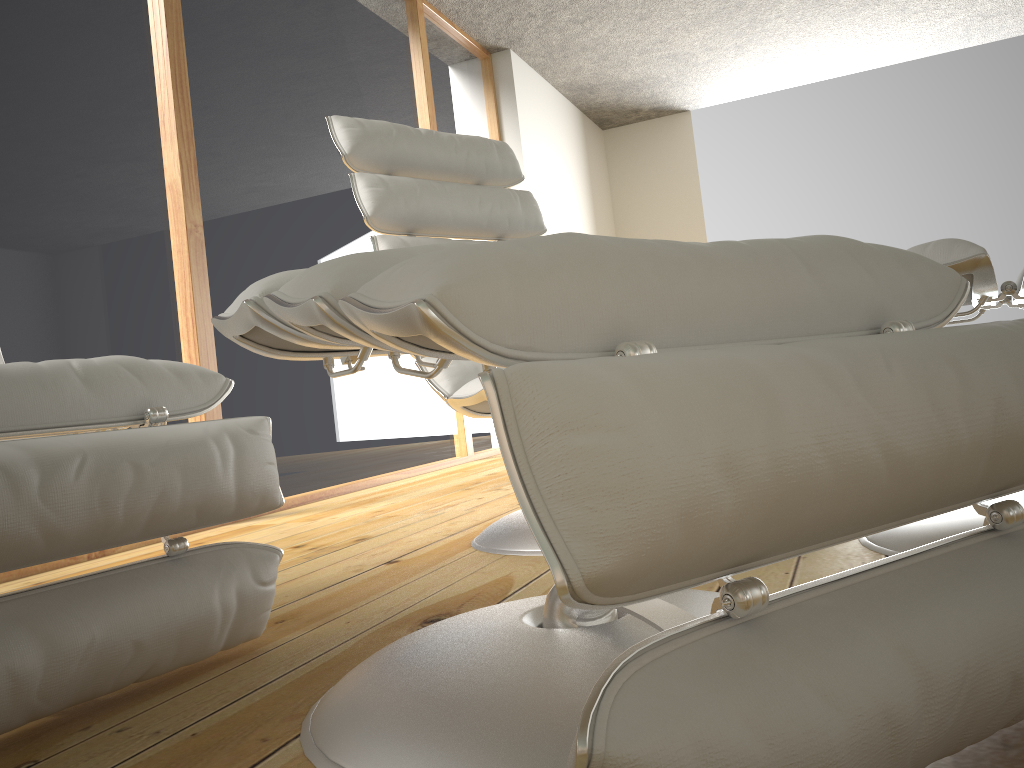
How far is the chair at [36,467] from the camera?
0.87m

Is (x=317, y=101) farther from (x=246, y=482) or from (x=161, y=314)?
(x=246, y=482)

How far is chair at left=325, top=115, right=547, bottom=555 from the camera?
1.8m

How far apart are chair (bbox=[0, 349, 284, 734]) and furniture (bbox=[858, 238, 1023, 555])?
0.86m

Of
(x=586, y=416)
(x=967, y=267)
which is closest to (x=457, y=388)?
(x=967, y=267)

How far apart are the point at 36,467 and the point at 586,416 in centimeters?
67cm

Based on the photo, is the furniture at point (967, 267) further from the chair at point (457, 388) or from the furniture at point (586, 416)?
the chair at point (457, 388)

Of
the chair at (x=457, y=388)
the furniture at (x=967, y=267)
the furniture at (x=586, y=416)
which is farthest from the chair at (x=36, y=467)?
the furniture at (x=967, y=267)

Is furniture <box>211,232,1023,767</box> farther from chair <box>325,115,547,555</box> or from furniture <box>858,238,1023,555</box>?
chair <box>325,115,547,555</box>

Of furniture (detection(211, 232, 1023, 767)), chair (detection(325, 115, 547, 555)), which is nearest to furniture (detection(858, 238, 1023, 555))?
furniture (detection(211, 232, 1023, 767))
